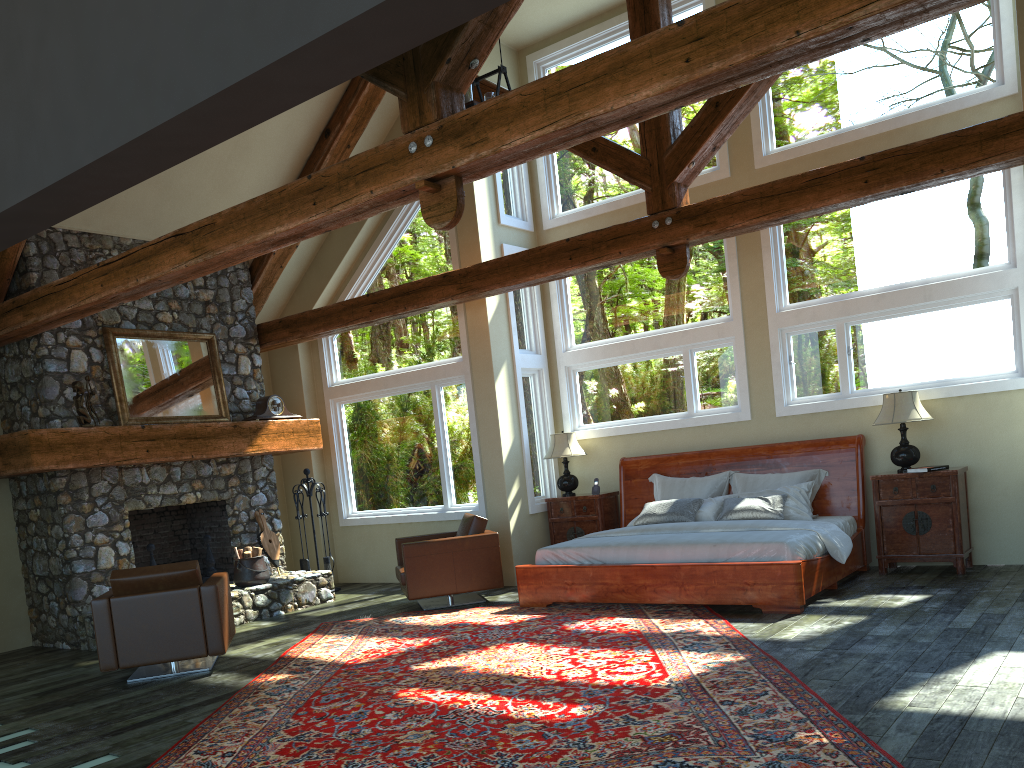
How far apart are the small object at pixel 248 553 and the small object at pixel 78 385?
2.1m

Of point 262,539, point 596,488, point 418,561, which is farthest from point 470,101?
point 262,539

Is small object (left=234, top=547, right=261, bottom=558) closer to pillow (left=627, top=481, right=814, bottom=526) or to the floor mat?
the floor mat

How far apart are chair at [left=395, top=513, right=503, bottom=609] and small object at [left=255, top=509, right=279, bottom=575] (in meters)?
1.79

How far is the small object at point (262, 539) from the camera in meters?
10.2 m

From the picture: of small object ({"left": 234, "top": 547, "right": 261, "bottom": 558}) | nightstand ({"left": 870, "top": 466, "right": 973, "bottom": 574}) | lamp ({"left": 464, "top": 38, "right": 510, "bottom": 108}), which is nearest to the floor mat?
small object ({"left": 234, "top": 547, "right": 261, "bottom": 558})

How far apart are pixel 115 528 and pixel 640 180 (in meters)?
6.14

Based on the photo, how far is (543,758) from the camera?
4.1 meters

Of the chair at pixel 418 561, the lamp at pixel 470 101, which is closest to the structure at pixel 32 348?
the chair at pixel 418 561

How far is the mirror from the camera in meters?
9.1
